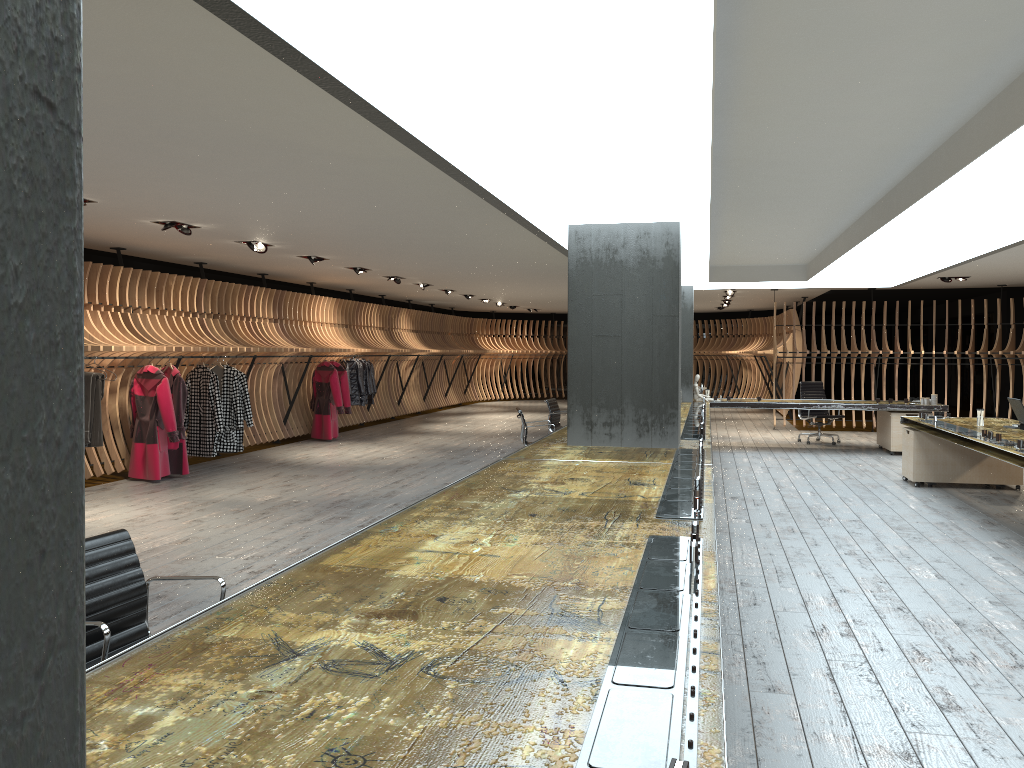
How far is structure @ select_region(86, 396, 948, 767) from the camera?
1.7 meters

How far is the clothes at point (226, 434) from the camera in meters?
11.5 m

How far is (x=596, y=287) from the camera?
7.1m

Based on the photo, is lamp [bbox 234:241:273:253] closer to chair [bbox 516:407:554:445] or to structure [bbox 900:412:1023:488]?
chair [bbox 516:407:554:445]

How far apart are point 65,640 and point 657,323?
6.9 meters

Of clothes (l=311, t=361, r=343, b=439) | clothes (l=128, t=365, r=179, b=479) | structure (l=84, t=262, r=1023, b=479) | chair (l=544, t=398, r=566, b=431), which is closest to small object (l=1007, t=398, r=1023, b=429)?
chair (l=544, t=398, r=566, b=431)

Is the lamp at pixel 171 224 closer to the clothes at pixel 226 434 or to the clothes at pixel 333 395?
the clothes at pixel 226 434

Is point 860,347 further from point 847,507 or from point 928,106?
point 928,106

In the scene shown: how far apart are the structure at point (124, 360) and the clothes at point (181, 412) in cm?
20

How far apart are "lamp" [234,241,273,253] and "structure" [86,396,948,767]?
4.55m
